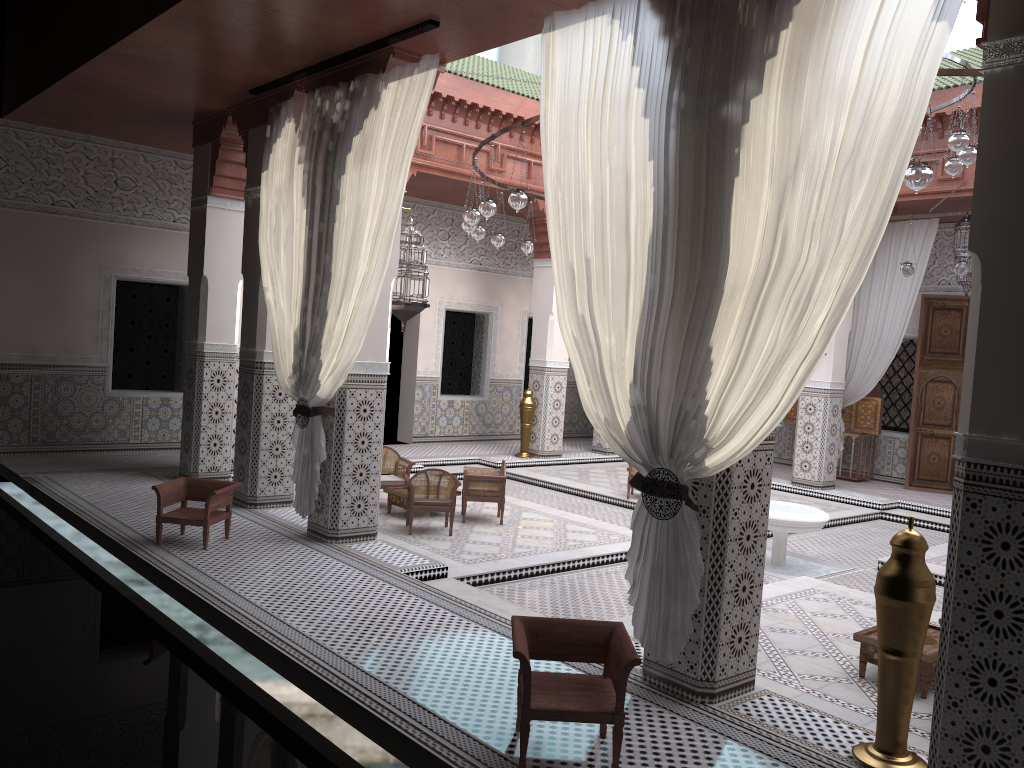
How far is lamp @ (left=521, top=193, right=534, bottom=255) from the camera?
5.28m

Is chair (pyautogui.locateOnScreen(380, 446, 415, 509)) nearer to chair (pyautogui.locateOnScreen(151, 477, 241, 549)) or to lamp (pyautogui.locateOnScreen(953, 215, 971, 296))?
chair (pyautogui.locateOnScreen(151, 477, 241, 549))

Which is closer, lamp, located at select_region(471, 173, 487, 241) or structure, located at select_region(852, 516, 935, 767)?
structure, located at select_region(852, 516, 935, 767)

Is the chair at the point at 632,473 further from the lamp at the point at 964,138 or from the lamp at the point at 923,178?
the lamp at the point at 923,178

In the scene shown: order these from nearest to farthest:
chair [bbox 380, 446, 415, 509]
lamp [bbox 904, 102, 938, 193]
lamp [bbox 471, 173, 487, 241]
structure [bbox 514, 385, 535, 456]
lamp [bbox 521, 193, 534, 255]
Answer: lamp [bbox 904, 102, 938, 193], chair [bbox 380, 446, 415, 509], lamp [bbox 471, 173, 487, 241], lamp [bbox 521, 193, 534, 255], structure [bbox 514, 385, 535, 456]

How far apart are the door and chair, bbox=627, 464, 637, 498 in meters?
2.3 m

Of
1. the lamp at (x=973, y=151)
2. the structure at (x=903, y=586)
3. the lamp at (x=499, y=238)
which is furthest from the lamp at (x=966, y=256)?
the structure at (x=903, y=586)

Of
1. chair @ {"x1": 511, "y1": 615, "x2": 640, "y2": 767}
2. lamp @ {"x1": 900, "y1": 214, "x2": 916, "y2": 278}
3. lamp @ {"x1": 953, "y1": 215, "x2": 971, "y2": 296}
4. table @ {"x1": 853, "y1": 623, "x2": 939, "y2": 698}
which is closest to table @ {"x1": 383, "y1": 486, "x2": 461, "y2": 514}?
table @ {"x1": 853, "y1": 623, "x2": 939, "y2": 698}

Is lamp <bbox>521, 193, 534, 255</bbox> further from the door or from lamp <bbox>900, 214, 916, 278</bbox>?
the door

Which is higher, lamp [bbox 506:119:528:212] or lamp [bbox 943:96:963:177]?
lamp [bbox 943:96:963:177]
